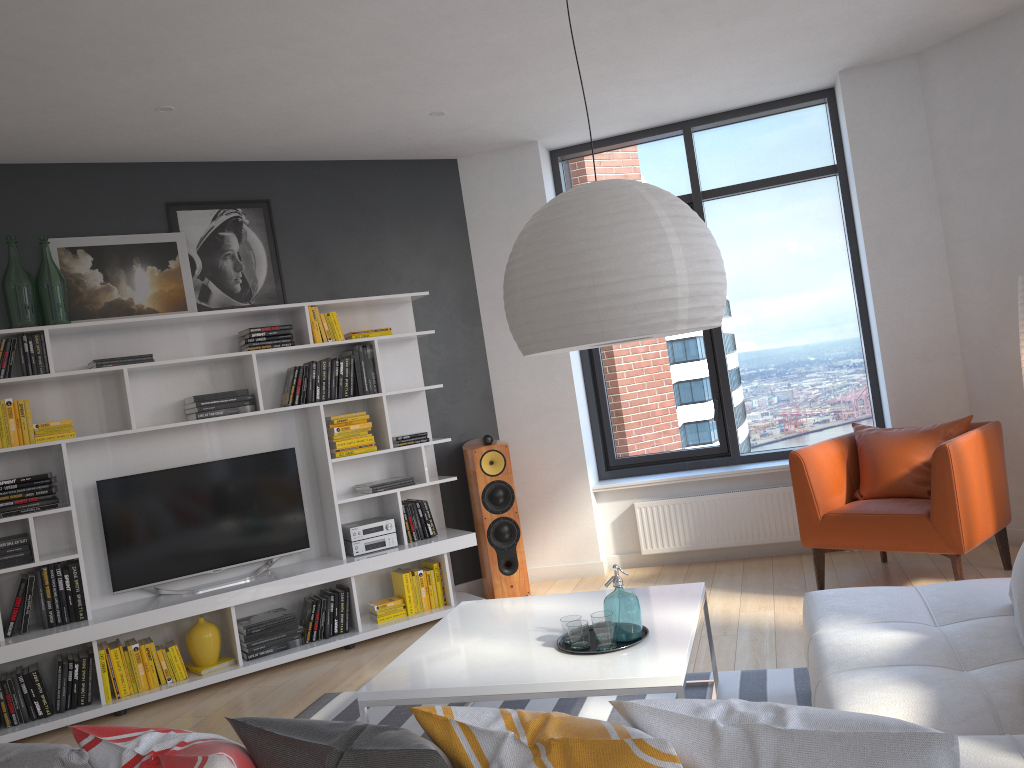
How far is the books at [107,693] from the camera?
4.6 meters

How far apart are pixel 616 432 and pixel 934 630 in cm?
371

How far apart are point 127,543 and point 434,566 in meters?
1.8

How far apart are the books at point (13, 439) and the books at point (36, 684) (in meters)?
1.15

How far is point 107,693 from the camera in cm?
455

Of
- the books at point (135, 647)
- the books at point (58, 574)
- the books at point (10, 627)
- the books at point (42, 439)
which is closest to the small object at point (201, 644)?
the books at point (135, 647)

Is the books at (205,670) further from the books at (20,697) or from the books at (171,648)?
the books at (20,697)

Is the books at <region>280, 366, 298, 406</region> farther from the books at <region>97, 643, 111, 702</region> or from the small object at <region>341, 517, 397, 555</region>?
the books at <region>97, 643, 111, 702</region>

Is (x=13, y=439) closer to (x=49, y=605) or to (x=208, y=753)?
(x=49, y=605)

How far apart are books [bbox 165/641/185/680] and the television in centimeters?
35cm
